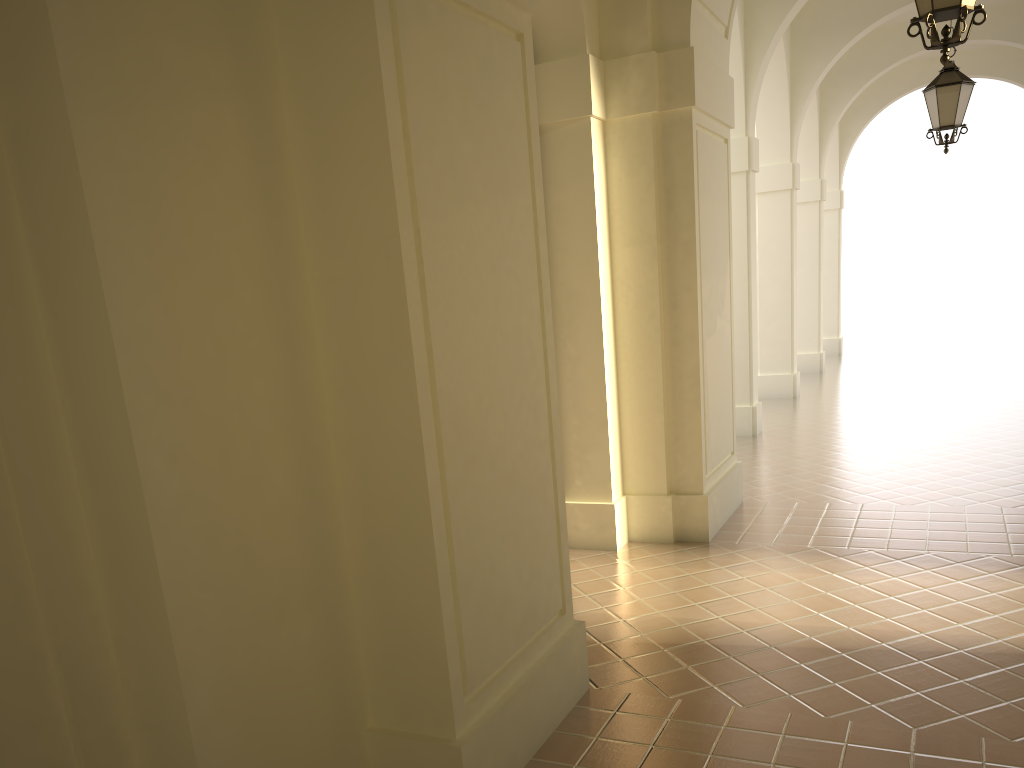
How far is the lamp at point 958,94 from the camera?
9.3m

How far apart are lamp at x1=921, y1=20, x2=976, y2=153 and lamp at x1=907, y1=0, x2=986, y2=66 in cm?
479

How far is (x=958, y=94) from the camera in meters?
9.3 m

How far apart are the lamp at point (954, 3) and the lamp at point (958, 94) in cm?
479

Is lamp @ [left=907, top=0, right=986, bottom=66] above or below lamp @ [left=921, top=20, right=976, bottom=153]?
below

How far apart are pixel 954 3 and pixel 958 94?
5.0 meters

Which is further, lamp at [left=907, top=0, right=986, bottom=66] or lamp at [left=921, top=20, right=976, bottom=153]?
lamp at [left=921, top=20, right=976, bottom=153]

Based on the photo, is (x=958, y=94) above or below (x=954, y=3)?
above

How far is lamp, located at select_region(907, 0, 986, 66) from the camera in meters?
4.9 m

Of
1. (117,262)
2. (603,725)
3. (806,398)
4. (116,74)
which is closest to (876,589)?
(603,725)
